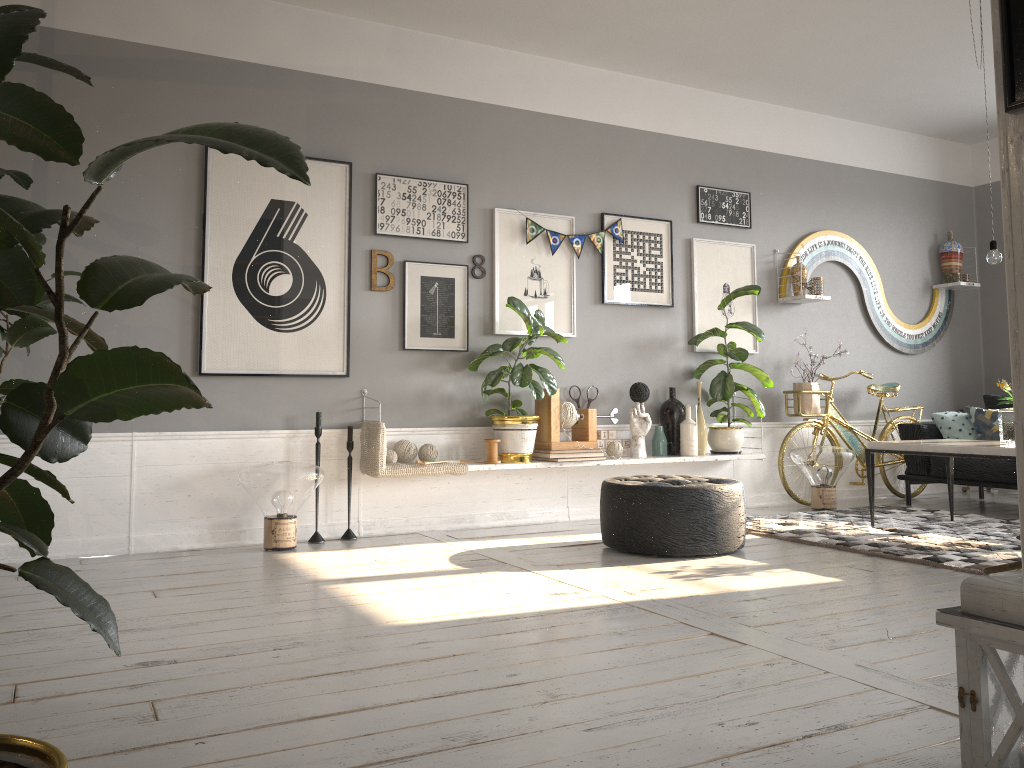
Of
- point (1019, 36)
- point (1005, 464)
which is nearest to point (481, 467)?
point (1005, 464)

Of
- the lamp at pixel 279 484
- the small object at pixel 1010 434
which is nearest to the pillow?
the small object at pixel 1010 434

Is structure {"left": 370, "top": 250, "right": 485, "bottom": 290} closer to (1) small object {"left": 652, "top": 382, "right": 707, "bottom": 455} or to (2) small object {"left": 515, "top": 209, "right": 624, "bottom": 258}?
(2) small object {"left": 515, "top": 209, "right": 624, "bottom": 258}

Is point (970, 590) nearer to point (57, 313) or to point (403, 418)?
point (57, 313)

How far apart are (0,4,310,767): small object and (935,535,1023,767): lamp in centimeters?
146cm

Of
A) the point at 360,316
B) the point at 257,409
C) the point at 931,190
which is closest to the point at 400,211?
the point at 360,316

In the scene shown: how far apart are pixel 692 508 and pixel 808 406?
2.5 meters

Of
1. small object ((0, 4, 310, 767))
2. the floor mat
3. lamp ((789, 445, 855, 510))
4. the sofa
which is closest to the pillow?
the sofa

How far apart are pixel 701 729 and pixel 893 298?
5.97m

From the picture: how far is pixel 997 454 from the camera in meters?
4.4
